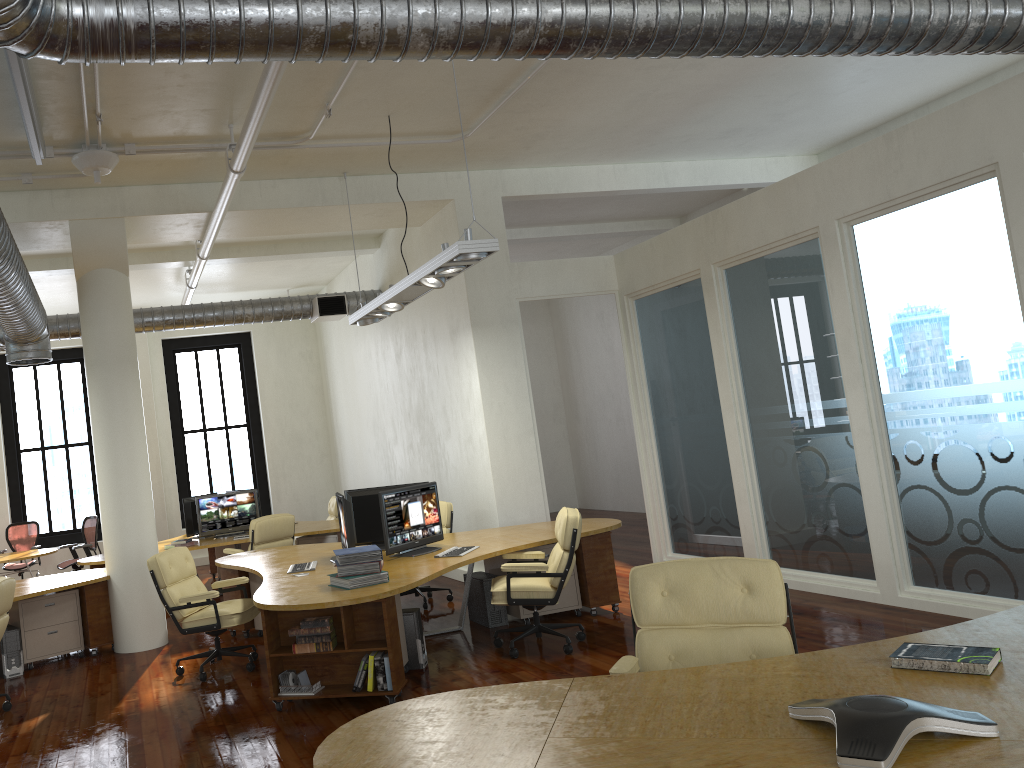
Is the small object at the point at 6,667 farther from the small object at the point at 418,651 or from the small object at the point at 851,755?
the small object at the point at 851,755

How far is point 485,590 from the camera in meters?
7.6

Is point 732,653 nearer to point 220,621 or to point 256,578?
point 220,621

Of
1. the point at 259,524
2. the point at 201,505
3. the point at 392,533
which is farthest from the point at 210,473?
the point at 392,533

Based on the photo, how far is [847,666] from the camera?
3.0 meters

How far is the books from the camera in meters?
5.9 m

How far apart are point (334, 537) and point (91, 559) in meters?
2.9

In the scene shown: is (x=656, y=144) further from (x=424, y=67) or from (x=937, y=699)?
(x=937, y=699)

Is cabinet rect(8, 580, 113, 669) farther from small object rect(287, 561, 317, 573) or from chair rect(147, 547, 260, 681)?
small object rect(287, 561, 317, 573)

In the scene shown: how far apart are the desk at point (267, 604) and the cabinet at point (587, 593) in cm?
8
